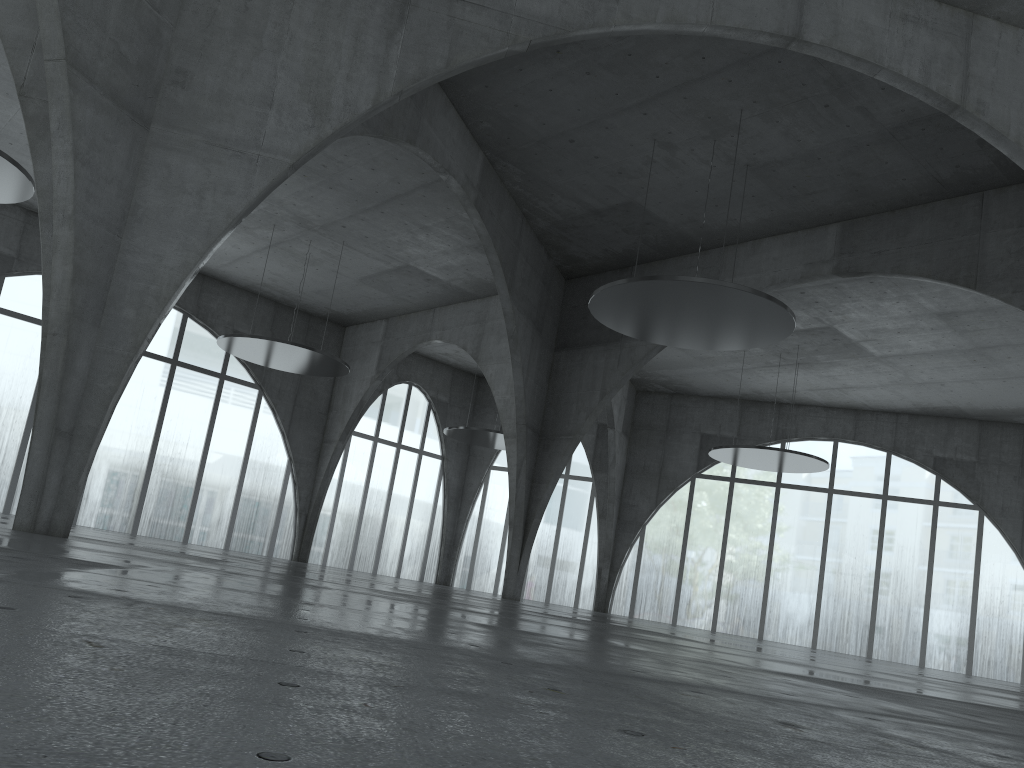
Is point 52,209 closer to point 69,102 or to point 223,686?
point 69,102
